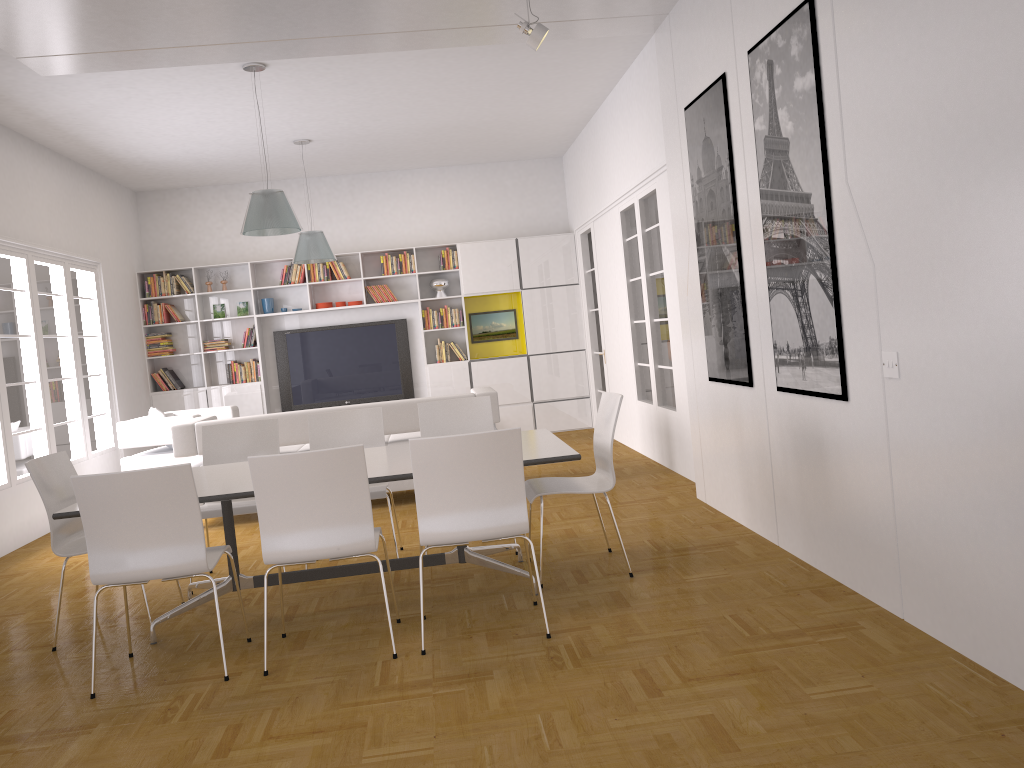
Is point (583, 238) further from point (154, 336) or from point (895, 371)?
point (895, 371)

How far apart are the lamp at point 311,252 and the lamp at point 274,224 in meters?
2.1

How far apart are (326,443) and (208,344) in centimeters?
583cm

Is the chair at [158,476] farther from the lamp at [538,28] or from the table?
the lamp at [538,28]

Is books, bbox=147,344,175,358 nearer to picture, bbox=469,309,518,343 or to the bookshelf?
the bookshelf

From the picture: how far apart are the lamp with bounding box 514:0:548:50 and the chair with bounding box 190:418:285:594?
2.8m

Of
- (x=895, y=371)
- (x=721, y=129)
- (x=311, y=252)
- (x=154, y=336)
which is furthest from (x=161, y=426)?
(x=895, y=371)

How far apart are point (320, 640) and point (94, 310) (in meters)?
6.57

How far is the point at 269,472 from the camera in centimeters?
365cm

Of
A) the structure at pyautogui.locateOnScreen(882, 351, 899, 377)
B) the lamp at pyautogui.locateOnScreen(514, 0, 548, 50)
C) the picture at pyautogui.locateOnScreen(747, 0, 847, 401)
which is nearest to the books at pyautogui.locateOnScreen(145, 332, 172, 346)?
the lamp at pyautogui.locateOnScreen(514, 0, 548, 50)
